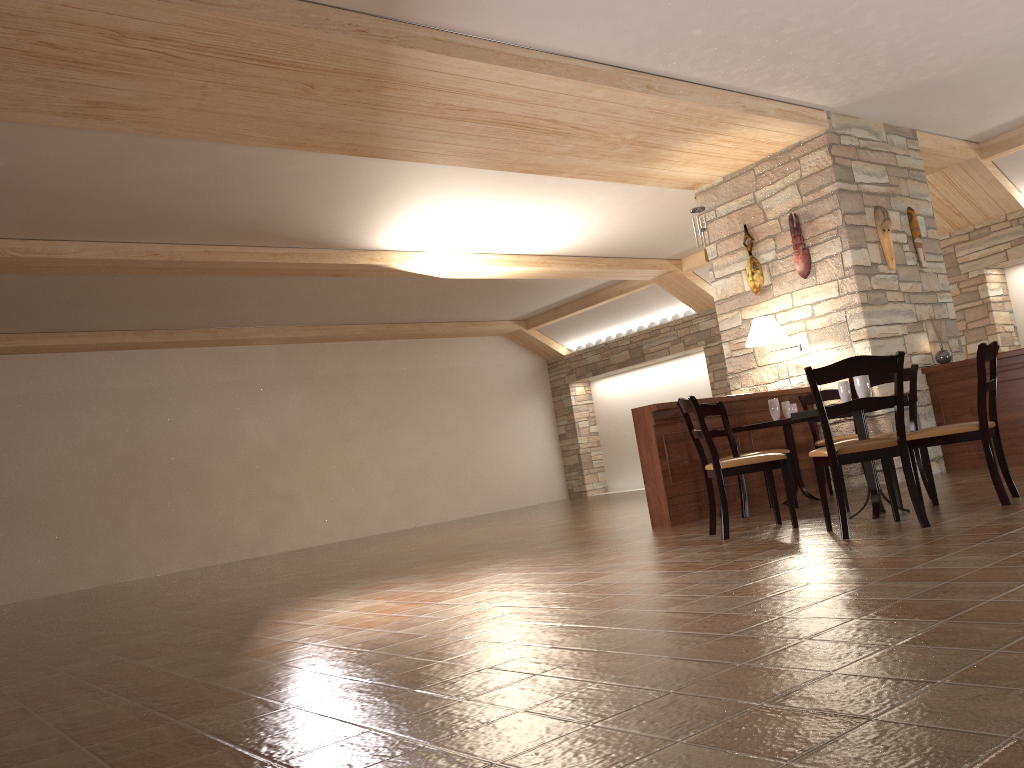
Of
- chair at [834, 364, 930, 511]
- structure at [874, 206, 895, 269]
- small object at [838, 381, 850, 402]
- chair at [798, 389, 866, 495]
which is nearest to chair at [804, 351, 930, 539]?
small object at [838, 381, 850, 402]

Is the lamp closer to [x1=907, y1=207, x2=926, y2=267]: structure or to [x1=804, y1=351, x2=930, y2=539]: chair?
[x1=907, y1=207, x2=926, y2=267]: structure

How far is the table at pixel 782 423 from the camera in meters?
6.5

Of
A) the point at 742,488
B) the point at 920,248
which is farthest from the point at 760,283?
the point at 742,488

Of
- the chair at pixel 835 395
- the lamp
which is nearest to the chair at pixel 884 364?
the chair at pixel 835 395

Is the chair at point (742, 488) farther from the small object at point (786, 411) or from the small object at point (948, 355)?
the small object at point (948, 355)

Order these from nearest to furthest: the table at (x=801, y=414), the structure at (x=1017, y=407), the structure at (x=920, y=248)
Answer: the table at (x=801, y=414)
the structure at (x=1017, y=407)
the structure at (x=920, y=248)

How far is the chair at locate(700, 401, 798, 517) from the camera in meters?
6.3 m

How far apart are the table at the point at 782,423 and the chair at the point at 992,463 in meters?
1.4 m

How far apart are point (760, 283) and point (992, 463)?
3.81m
